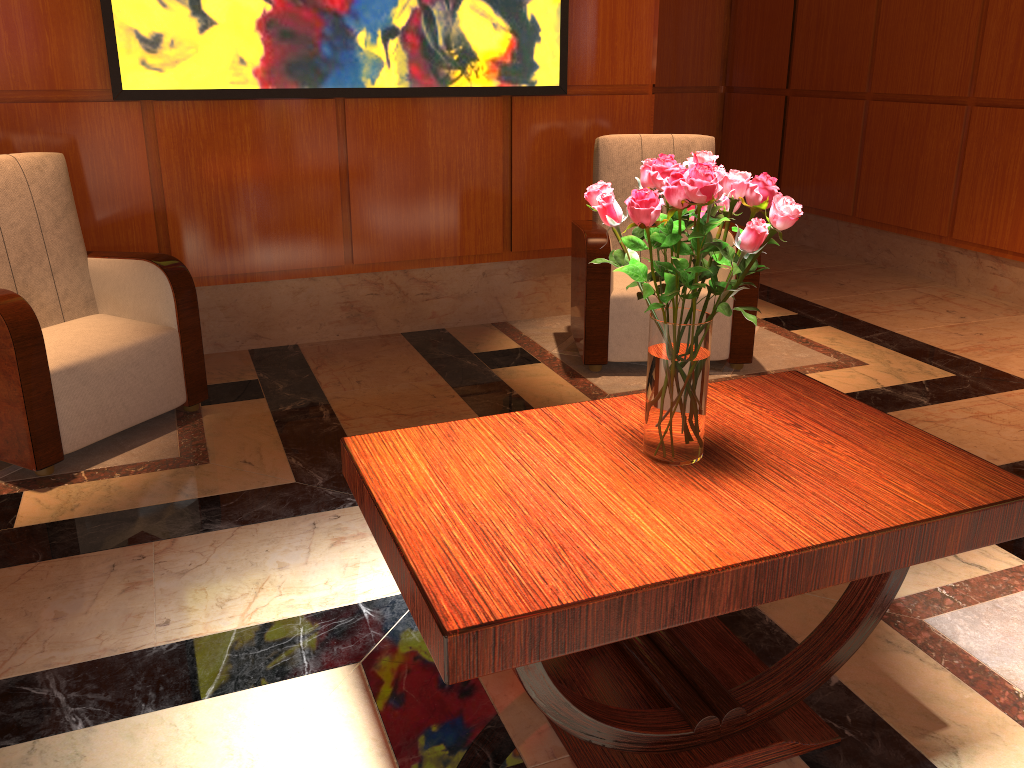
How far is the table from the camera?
1.34m

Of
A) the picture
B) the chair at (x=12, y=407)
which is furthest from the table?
the picture

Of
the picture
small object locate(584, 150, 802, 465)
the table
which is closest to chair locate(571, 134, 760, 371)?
the picture

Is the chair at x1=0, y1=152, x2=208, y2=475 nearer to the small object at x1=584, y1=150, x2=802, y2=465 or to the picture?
the picture

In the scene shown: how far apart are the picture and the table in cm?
238

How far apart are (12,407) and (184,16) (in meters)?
1.72

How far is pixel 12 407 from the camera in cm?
276

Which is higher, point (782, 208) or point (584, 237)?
point (782, 208)

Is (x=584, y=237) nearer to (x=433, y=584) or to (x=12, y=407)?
(x=12, y=407)

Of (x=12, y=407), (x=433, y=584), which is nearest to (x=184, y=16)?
(x=12, y=407)
